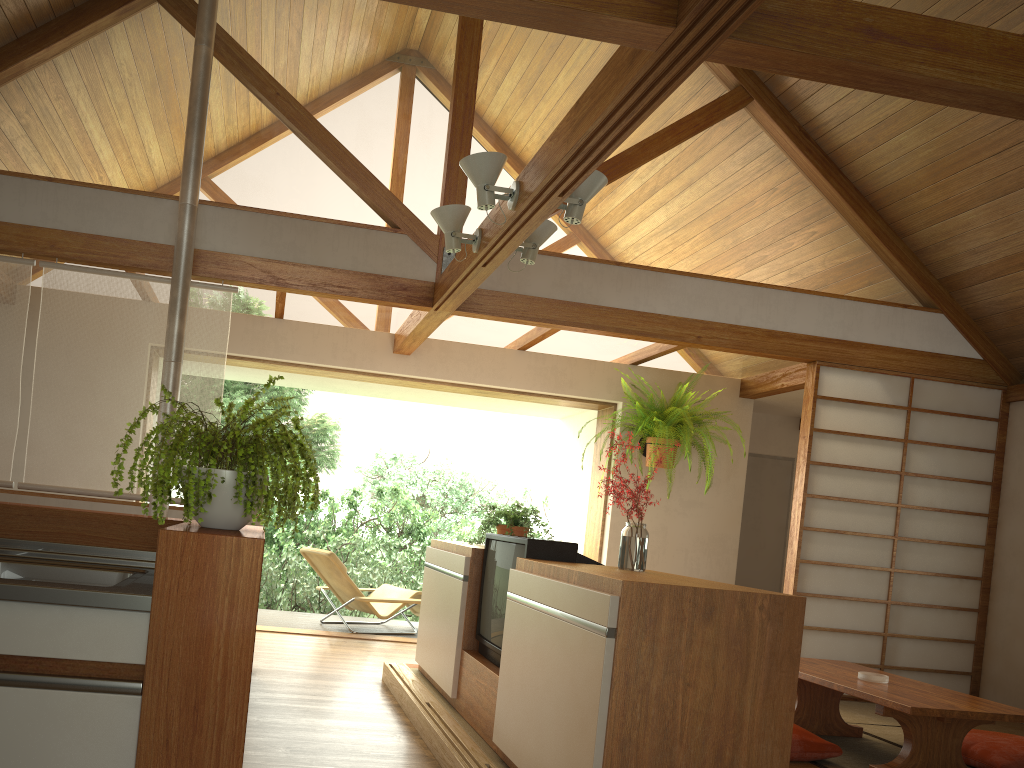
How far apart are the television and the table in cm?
131

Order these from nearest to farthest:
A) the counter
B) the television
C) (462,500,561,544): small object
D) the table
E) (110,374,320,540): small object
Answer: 1. the counter
2. (110,374,320,540): small object
3. the television
4. the table
5. (462,500,561,544): small object

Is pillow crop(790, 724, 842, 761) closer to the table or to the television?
the table

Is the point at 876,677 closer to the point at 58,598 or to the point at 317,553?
the point at 58,598

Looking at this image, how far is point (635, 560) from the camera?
3.1m

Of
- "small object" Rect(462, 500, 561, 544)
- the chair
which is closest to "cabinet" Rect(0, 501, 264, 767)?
"small object" Rect(462, 500, 561, 544)

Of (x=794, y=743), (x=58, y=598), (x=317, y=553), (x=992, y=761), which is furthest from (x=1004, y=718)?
(x=317, y=553)

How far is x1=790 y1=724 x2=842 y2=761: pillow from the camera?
3.8 meters

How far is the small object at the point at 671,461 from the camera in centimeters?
631cm

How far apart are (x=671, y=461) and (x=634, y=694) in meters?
4.1
